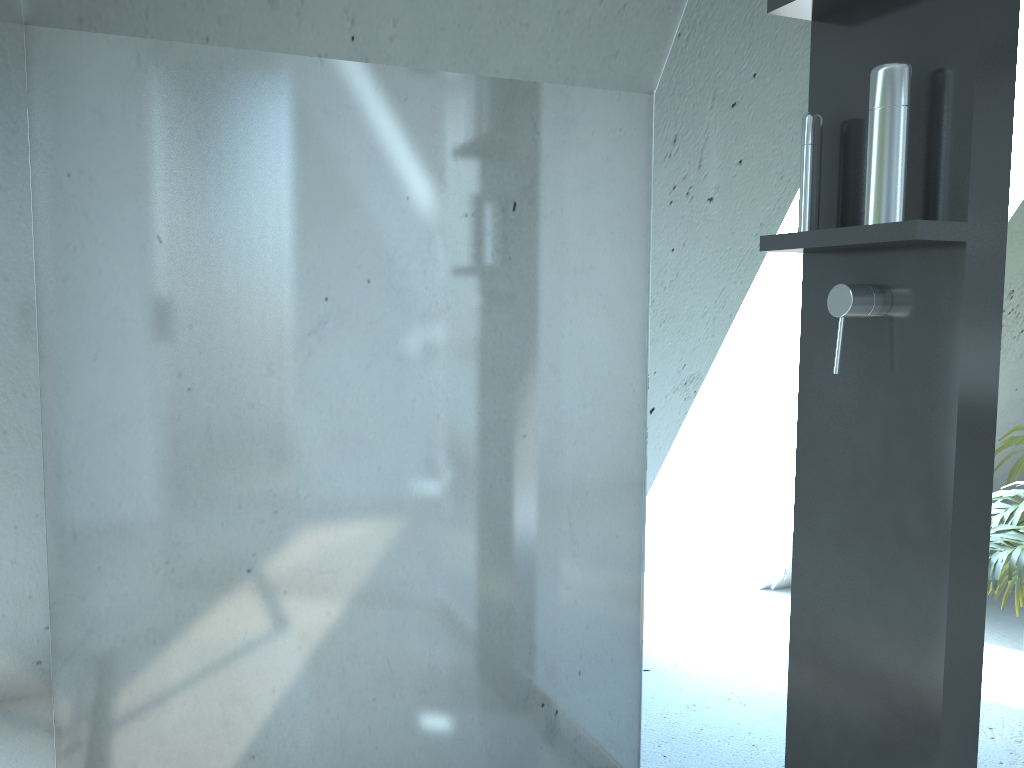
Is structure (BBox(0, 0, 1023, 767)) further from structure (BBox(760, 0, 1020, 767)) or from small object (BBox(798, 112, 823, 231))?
small object (BBox(798, 112, 823, 231))

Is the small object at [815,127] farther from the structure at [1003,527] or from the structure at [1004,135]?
the structure at [1003,527]

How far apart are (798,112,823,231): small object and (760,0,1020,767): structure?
0.02m

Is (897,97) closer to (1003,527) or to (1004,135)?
(1004,135)

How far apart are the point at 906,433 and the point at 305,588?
0.9m

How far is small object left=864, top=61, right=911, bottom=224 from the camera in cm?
96

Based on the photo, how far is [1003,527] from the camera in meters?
1.0

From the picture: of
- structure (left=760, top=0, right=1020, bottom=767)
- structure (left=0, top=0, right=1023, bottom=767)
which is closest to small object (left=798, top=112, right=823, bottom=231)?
structure (left=760, top=0, right=1020, bottom=767)

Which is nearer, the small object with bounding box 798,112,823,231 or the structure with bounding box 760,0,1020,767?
the structure with bounding box 760,0,1020,767

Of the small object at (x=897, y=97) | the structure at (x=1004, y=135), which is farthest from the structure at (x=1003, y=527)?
the small object at (x=897, y=97)
